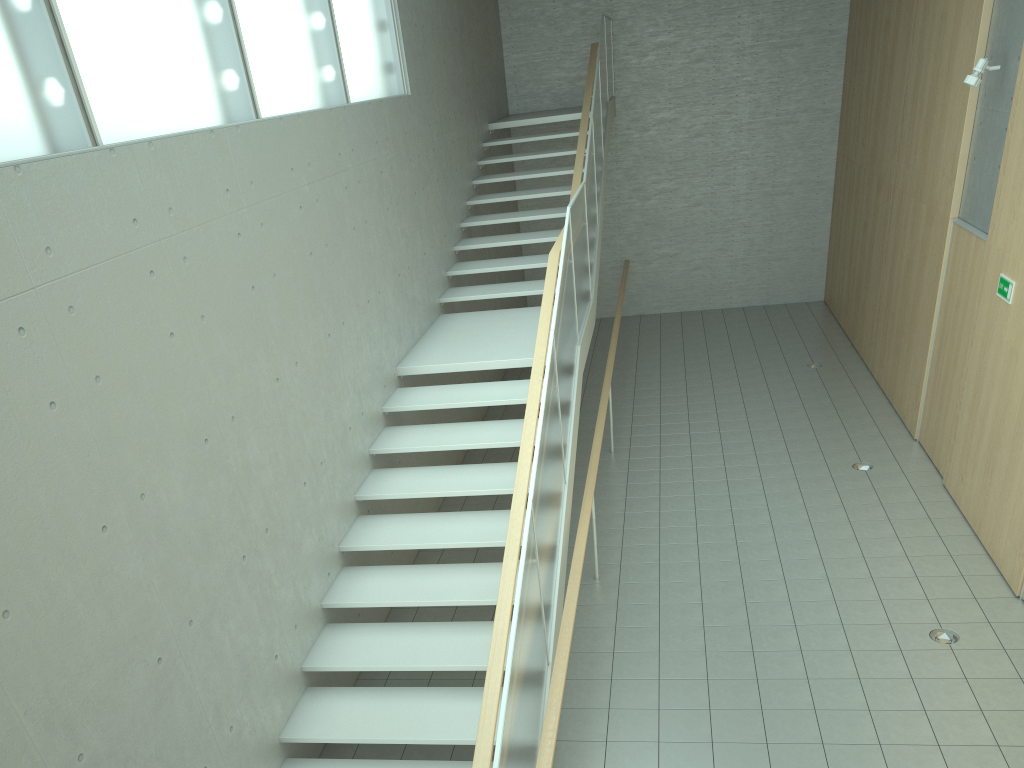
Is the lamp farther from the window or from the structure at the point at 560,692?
the window

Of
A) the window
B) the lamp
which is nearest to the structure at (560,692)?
the window

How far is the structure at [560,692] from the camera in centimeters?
415cm

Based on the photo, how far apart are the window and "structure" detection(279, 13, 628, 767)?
2.0 meters

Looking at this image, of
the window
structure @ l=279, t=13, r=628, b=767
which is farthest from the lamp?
the window

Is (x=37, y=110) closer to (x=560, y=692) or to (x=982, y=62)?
(x=560, y=692)

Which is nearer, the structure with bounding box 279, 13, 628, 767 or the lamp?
the structure with bounding box 279, 13, 628, 767

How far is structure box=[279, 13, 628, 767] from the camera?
4.2m

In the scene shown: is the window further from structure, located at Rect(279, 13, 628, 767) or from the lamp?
the lamp

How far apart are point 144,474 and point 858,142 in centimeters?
1114cm
